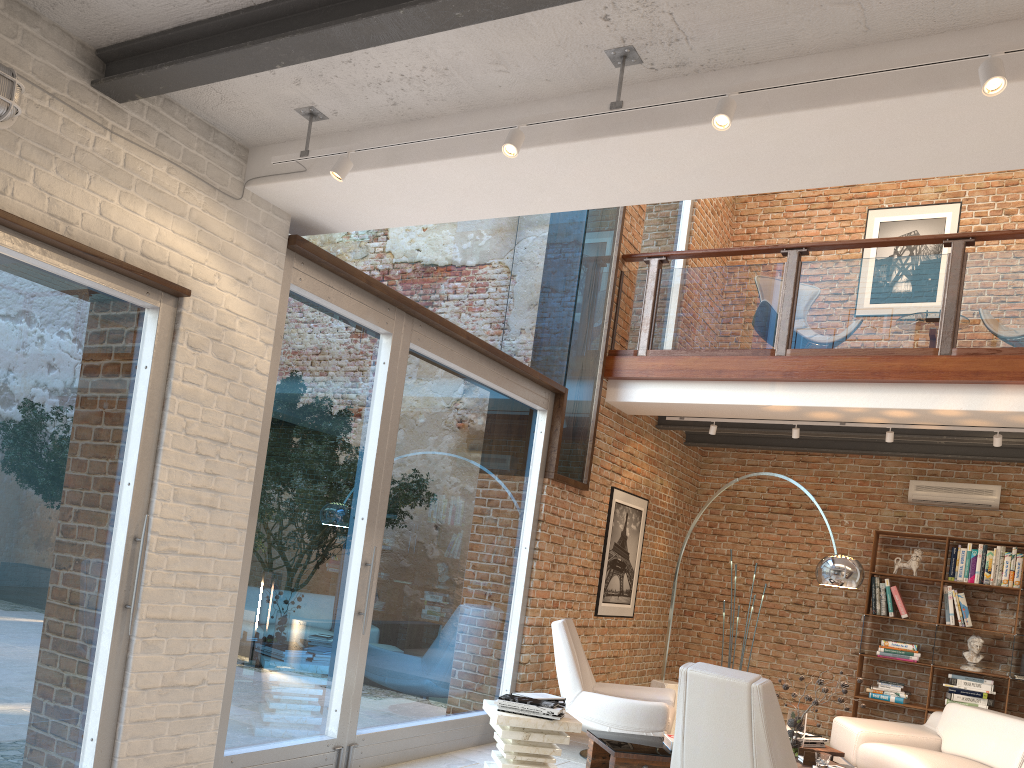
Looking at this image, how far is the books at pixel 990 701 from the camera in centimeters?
792cm

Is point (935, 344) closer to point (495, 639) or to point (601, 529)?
point (601, 529)

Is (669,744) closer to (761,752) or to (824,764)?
(824,764)

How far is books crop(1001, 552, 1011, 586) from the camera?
8.1m

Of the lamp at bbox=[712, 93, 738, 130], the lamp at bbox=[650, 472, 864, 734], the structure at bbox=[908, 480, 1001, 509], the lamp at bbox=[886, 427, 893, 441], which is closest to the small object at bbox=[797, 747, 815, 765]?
the lamp at bbox=[650, 472, 864, 734]

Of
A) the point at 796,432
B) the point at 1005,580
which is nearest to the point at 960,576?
the point at 1005,580

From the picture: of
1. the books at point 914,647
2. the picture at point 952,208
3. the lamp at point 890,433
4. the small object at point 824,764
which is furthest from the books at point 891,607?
the small object at point 824,764

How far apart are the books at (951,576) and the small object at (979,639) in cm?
56

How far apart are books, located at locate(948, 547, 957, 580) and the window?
3.9m

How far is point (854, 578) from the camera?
5.8 meters
